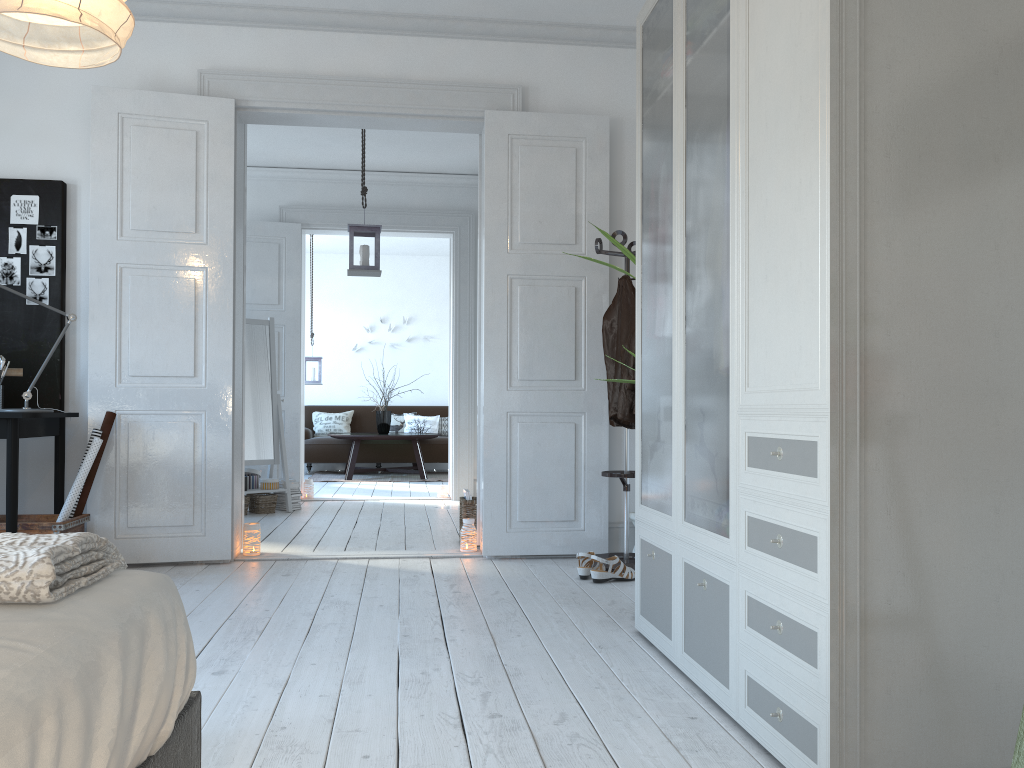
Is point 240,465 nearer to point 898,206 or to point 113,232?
point 113,232

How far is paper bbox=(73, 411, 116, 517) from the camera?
4.1 meters

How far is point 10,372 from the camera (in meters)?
4.22

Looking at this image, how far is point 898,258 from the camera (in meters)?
1.74

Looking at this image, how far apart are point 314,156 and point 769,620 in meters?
6.1 m

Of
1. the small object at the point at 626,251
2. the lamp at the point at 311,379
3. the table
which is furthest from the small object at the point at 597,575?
the lamp at the point at 311,379

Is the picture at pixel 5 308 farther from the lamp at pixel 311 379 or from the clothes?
the lamp at pixel 311 379

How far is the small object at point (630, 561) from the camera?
4.32m

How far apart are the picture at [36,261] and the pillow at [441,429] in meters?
7.0

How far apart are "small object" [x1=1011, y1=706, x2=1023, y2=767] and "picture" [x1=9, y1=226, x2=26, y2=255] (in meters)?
4.56
